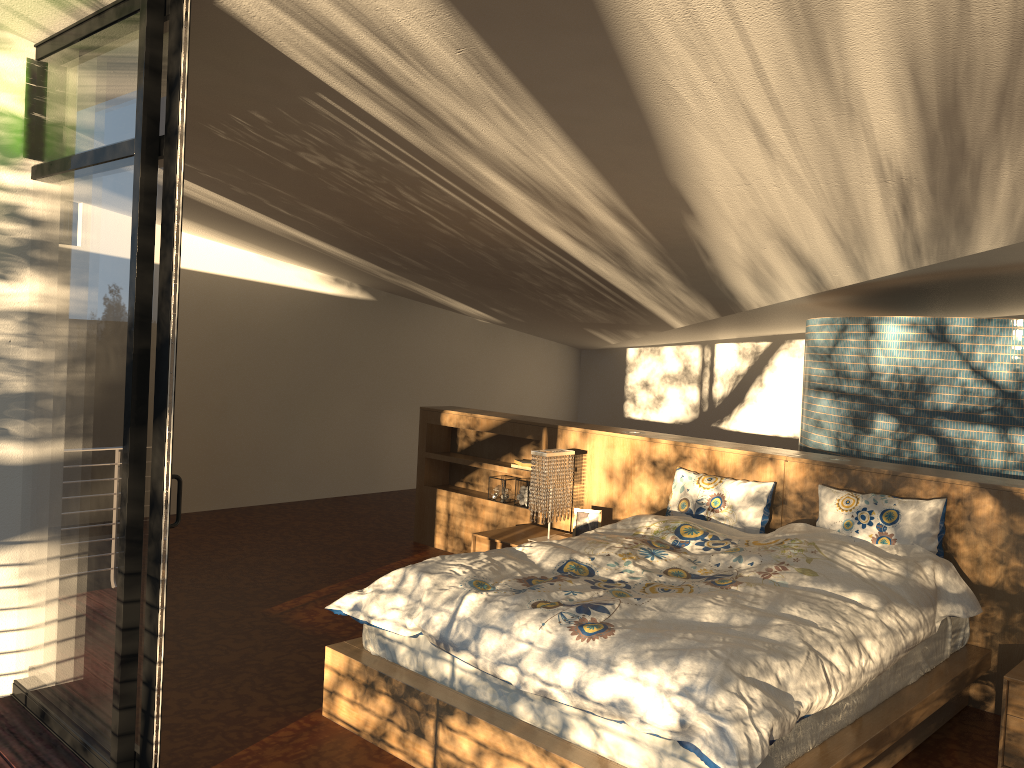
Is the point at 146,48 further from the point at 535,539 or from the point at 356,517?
the point at 356,517

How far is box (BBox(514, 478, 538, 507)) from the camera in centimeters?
576cm

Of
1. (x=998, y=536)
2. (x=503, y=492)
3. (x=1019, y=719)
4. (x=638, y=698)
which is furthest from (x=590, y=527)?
(x=638, y=698)

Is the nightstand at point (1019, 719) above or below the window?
below

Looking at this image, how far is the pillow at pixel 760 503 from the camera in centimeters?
431cm

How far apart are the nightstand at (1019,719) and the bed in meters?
0.2

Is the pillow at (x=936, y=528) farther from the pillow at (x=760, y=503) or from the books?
the books

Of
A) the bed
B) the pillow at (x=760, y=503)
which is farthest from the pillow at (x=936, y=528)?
the pillow at (x=760, y=503)

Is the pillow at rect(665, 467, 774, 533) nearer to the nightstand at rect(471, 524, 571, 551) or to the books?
the nightstand at rect(471, 524, 571, 551)

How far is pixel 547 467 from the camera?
5.0m
